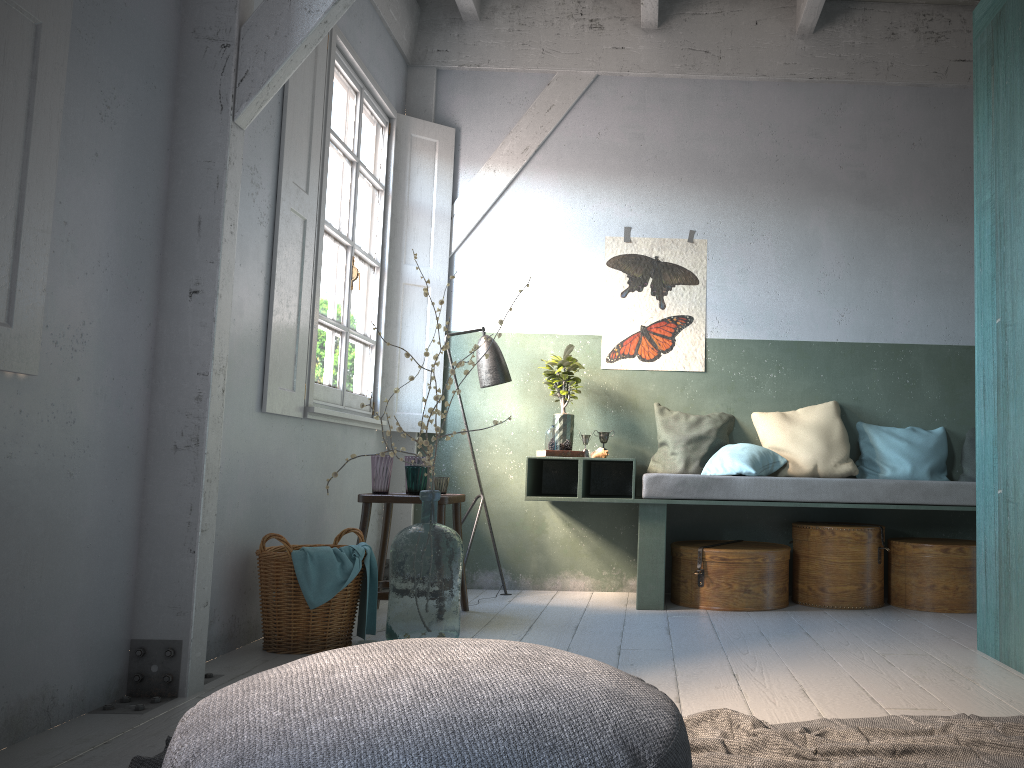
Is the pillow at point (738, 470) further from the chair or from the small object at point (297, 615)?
the small object at point (297, 615)

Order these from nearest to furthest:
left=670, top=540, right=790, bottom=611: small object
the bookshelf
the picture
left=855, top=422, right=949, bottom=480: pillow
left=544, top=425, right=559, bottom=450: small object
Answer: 1. the bookshelf
2. left=670, top=540, right=790, bottom=611: small object
3. left=544, top=425, right=559, bottom=450: small object
4. left=855, top=422, right=949, bottom=480: pillow
5. the picture

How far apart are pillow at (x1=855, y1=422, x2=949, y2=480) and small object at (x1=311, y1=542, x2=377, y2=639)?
3.3m

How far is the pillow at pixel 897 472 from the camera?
5.7 meters

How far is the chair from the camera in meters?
4.9

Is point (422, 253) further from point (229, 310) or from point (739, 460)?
point (229, 310)

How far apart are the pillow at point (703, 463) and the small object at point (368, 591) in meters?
2.3

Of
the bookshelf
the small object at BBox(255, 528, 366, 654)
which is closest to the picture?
the bookshelf

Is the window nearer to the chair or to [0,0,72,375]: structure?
the chair

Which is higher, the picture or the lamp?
the picture
